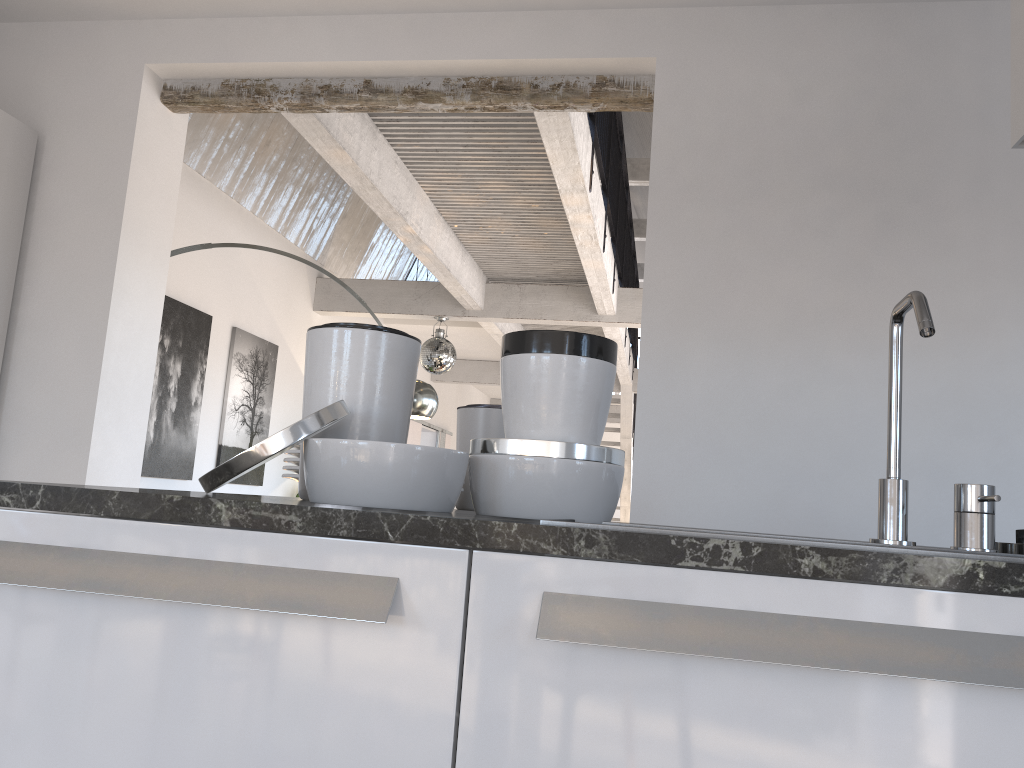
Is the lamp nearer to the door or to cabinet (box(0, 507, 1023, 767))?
cabinet (box(0, 507, 1023, 767))

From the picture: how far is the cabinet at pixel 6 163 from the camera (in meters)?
3.49

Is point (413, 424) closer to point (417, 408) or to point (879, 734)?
point (417, 408)

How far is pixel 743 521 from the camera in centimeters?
301cm

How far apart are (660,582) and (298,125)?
3.81m

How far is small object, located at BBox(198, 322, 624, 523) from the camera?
1.2 meters

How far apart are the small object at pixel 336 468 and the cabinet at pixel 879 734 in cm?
25

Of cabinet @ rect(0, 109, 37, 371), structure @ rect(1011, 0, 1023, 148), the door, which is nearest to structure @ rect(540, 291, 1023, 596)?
structure @ rect(1011, 0, 1023, 148)

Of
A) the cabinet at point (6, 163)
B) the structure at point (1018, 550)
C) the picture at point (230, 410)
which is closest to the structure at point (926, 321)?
the structure at point (1018, 550)

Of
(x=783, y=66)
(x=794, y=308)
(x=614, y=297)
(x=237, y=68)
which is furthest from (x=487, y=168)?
(x=794, y=308)
